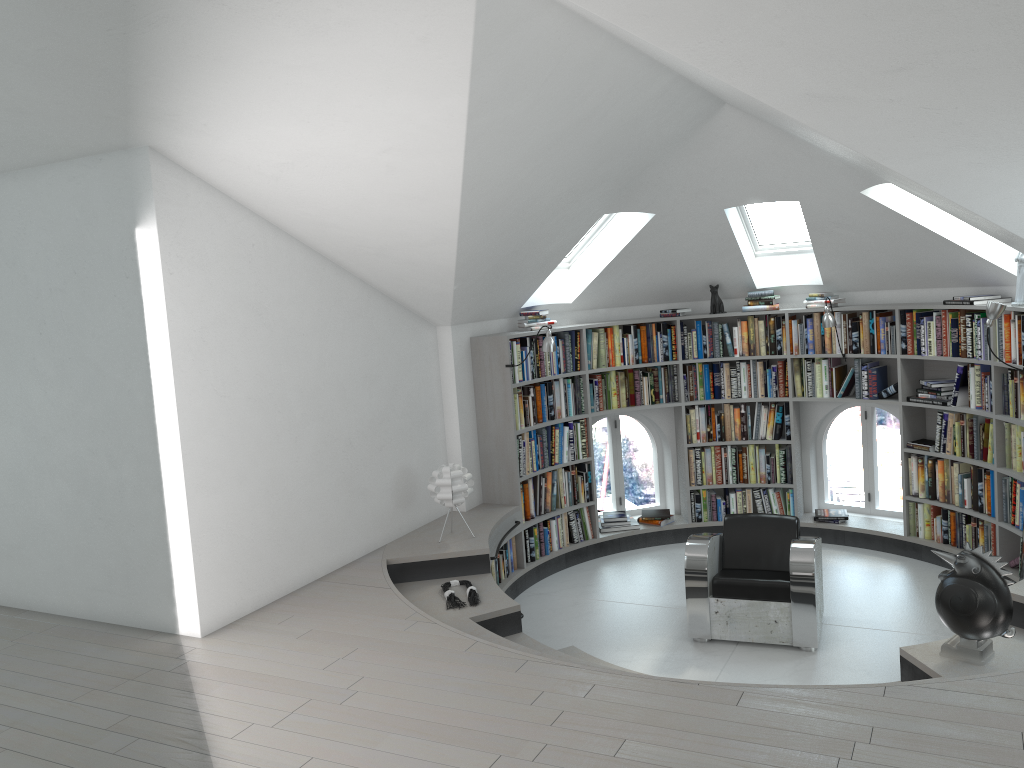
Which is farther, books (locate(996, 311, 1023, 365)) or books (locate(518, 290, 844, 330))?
books (locate(518, 290, 844, 330))

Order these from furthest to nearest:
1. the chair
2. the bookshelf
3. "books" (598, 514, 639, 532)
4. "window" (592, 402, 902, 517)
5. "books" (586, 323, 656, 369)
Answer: "window" (592, 402, 902, 517) < "books" (598, 514, 639, 532) < "books" (586, 323, 656, 369) < the bookshelf < the chair

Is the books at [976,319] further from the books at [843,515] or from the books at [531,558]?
the books at [531,558]

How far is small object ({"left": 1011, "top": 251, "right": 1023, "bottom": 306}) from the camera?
5.9m

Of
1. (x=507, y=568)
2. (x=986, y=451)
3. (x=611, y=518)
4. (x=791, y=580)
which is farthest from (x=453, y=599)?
(x=986, y=451)

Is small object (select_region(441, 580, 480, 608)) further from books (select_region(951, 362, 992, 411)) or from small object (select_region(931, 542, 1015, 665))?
books (select_region(951, 362, 992, 411))

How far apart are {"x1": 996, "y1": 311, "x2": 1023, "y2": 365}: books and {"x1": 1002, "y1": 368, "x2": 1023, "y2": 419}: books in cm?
9

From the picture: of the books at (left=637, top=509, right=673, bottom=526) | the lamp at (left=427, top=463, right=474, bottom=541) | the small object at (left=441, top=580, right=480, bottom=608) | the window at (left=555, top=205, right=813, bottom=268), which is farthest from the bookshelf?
the small object at (left=441, top=580, right=480, bottom=608)

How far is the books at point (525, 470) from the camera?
7.2 meters

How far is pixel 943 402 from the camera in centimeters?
678cm
